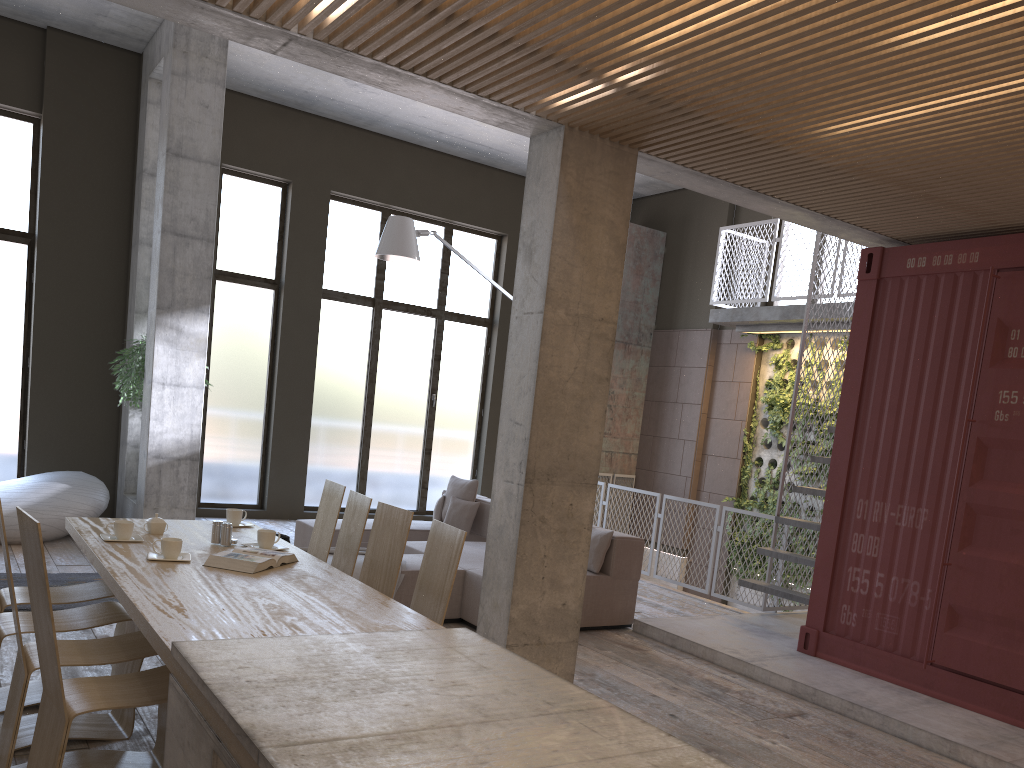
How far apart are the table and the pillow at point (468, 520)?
3.9 meters

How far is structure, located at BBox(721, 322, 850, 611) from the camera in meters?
11.1

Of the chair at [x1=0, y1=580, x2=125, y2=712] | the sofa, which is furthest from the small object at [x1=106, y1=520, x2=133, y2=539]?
the sofa

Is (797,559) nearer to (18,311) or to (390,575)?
(390,575)

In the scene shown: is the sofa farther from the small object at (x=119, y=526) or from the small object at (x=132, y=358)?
the small object at (x=119, y=526)

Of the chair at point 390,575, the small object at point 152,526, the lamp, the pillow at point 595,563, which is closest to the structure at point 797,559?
the pillow at point 595,563

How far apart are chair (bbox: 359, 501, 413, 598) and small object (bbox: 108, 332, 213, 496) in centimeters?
557cm

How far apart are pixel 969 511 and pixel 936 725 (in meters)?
1.40

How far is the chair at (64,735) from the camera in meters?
2.8

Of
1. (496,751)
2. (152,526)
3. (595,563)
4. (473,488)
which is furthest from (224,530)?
(473,488)
